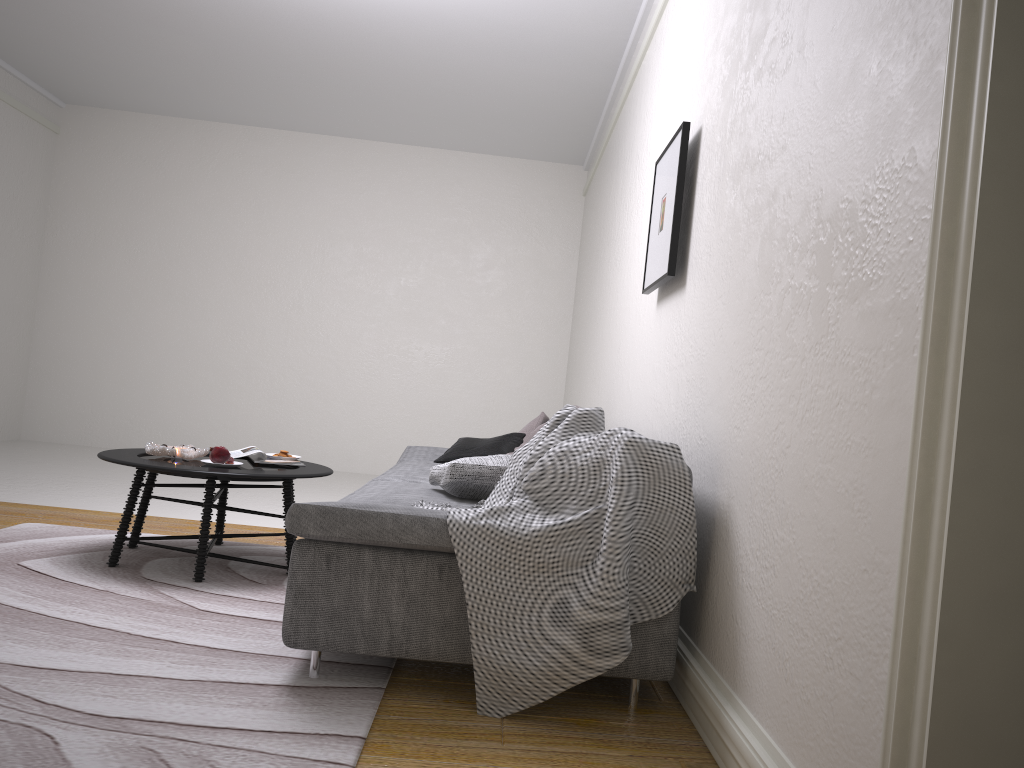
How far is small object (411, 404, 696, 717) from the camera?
2.26m

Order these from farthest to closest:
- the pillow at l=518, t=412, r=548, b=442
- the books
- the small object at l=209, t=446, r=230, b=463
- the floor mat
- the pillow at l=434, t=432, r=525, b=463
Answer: the pillow at l=518, t=412, r=548, b=442 → the pillow at l=434, t=432, r=525, b=463 → the books → the small object at l=209, t=446, r=230, b=463 → the floor mat

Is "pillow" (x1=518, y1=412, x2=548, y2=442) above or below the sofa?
above

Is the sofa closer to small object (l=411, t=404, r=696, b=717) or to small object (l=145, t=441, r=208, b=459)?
small object (l=411, t=404, r=696, b=717)

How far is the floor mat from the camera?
1.9 meters

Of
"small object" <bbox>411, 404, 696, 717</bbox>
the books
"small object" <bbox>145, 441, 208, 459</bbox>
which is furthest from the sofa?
"small object" <bbox>145, 441, 208, 459</bbox>

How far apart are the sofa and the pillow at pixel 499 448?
0.1m

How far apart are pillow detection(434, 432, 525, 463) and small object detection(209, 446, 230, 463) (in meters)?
1.28

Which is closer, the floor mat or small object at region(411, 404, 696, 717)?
the floor mat

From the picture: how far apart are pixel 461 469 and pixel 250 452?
1.3m
